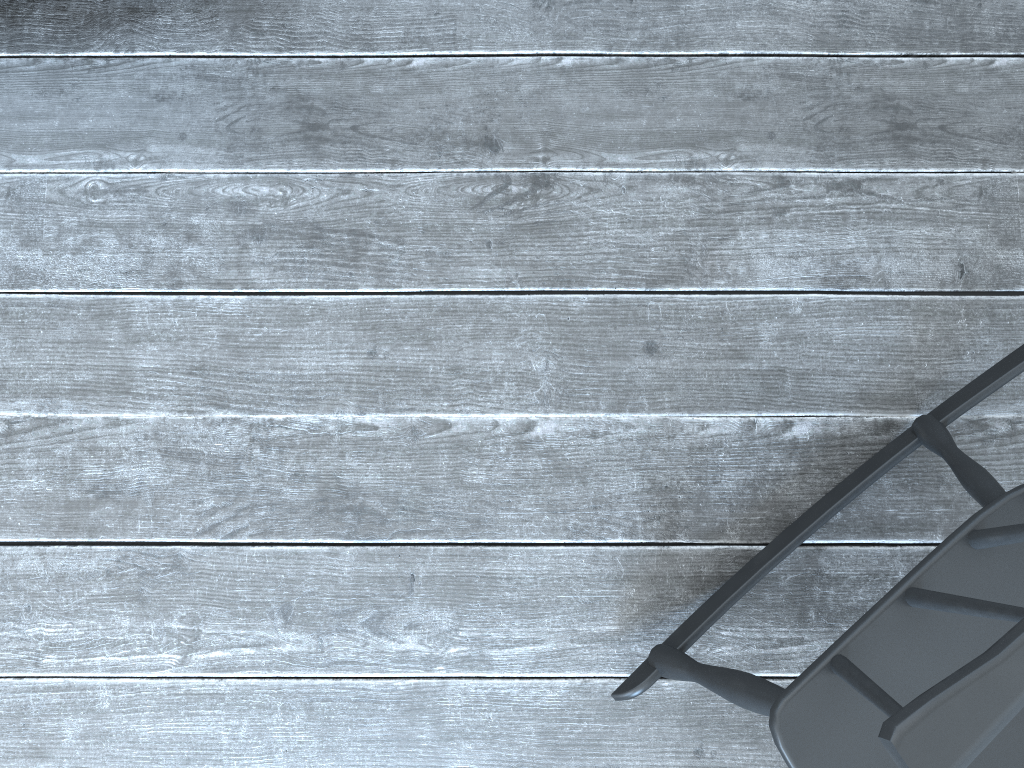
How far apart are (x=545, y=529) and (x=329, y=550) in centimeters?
30cm

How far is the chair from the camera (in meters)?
0.60

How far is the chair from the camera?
0.60m

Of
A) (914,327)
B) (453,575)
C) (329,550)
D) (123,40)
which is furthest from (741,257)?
(123,40)
